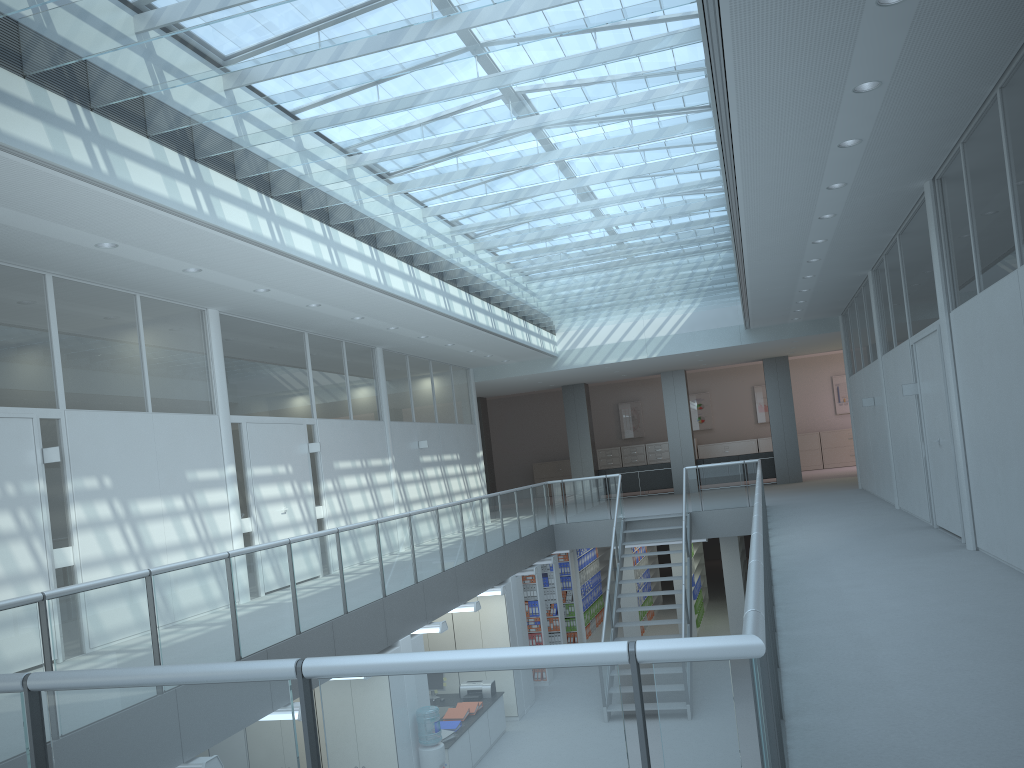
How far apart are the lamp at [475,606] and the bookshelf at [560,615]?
4.47m

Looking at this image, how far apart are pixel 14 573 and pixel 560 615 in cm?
951

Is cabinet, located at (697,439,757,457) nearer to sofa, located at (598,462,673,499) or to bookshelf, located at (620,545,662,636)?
sofa, located at (598,462,673,499)

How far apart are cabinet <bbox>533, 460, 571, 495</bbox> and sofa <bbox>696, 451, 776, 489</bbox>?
6.4m

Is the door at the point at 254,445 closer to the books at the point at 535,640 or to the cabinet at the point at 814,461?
the books at the point at 535,640

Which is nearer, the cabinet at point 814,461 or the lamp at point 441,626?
the lamp at point 441,626

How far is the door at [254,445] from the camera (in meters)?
9.62

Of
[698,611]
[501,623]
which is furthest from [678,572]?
[501,623]

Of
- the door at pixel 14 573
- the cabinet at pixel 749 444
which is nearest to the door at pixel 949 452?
the door at pixel 14 573

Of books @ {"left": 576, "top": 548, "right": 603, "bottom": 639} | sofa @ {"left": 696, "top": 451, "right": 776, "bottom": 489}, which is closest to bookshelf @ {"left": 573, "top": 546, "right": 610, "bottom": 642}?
books @ {"left": 576, "top": 548, "right": 603, "bottom": 639}
